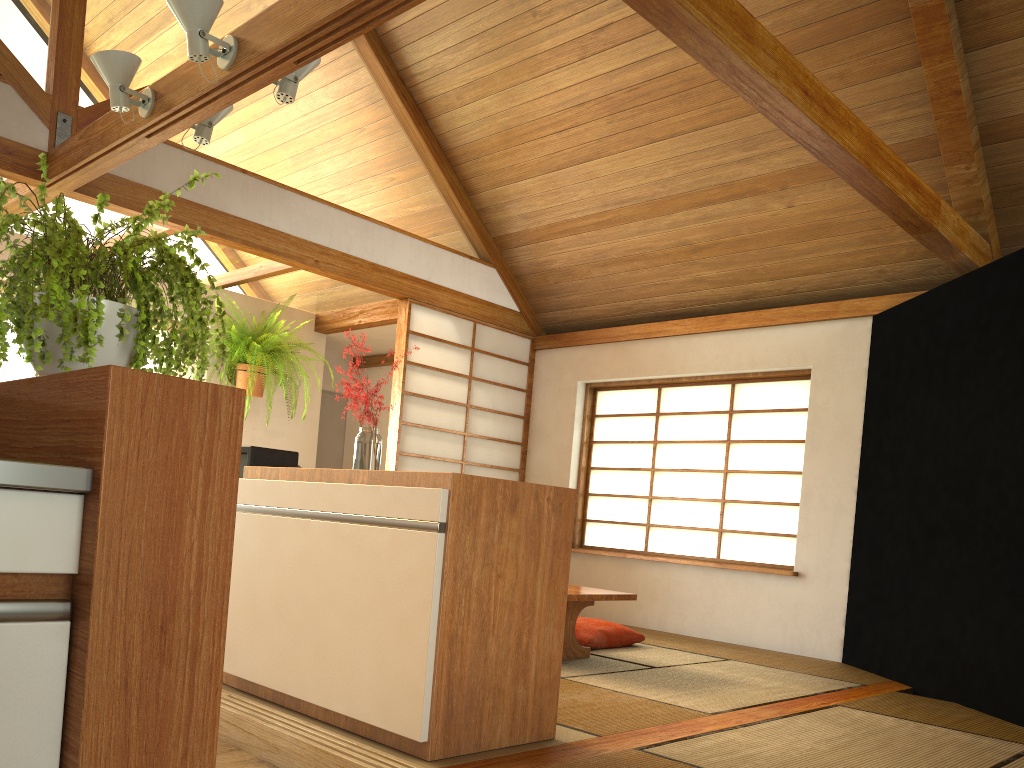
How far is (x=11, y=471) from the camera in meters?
1.0

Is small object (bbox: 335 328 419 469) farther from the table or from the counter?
the counter

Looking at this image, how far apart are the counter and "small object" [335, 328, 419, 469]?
1.9m

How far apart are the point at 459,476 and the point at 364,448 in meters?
0.8

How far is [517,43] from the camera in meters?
5.0 m

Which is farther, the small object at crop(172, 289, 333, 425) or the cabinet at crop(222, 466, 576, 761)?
the small object at crop(172, 289, 333, 425)

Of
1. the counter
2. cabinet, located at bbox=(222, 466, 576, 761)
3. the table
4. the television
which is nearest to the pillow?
the table

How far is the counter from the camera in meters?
1.0 m

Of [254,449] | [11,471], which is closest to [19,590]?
[11,471]

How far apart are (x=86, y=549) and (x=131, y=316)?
0.4m
